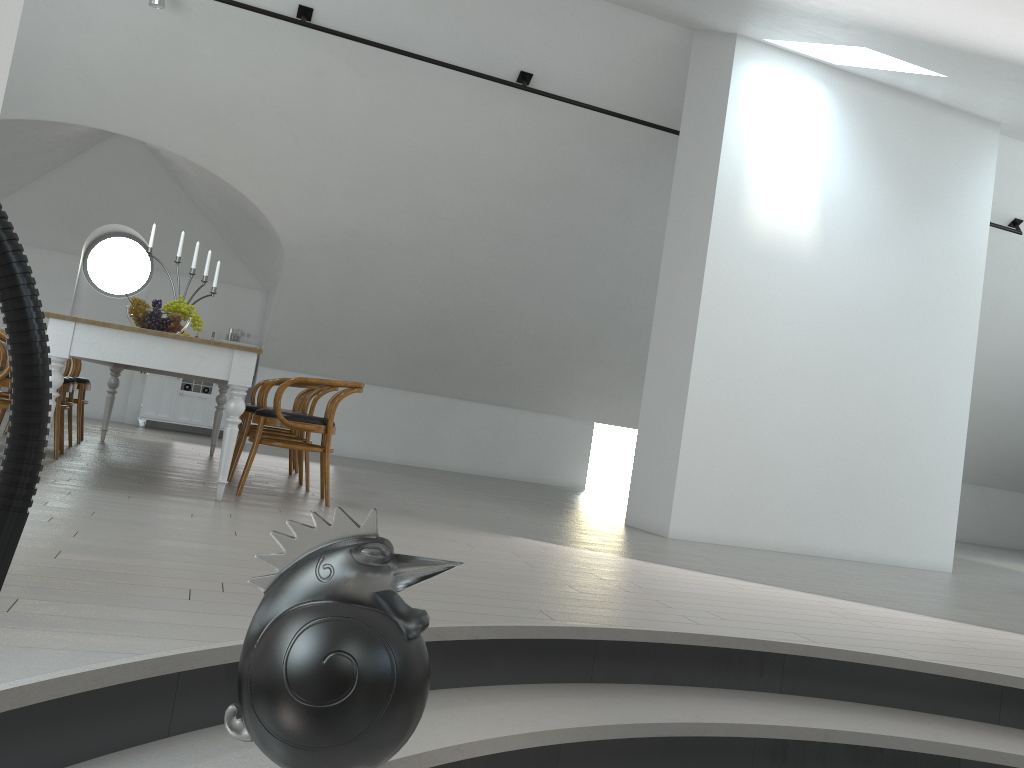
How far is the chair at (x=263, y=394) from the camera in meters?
5.6

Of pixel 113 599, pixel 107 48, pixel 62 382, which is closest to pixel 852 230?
pixel 62 382

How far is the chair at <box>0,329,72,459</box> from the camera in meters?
5.3 m

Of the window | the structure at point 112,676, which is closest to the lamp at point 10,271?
the structure at point 112,676

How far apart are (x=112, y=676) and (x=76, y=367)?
5.5 meters

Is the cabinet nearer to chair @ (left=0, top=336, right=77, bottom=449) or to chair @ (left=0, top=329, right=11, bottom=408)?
chair @ (left=0, top=336, right=77, bottom=449)

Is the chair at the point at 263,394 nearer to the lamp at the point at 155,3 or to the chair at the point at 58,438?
the chair at the point at 58,438

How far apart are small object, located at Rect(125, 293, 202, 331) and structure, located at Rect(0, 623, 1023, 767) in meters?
3.3 m

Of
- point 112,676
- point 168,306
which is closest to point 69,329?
point 168,306

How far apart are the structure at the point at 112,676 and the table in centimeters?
239cm
